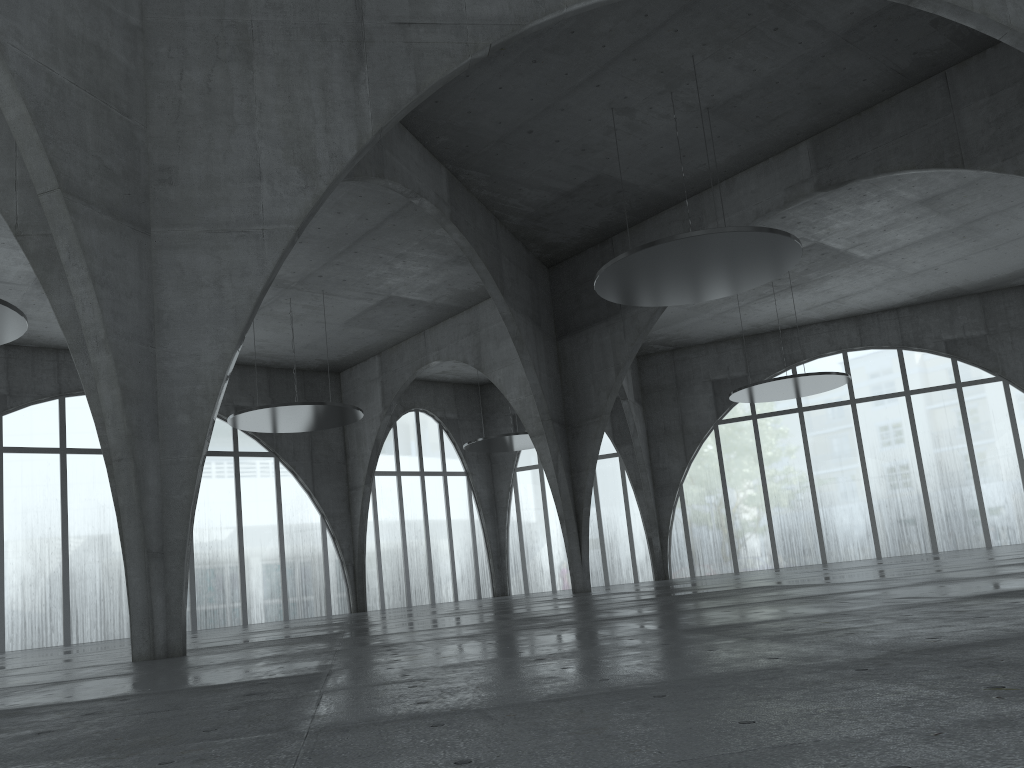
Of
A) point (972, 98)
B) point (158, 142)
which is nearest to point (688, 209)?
point (972, 98)
